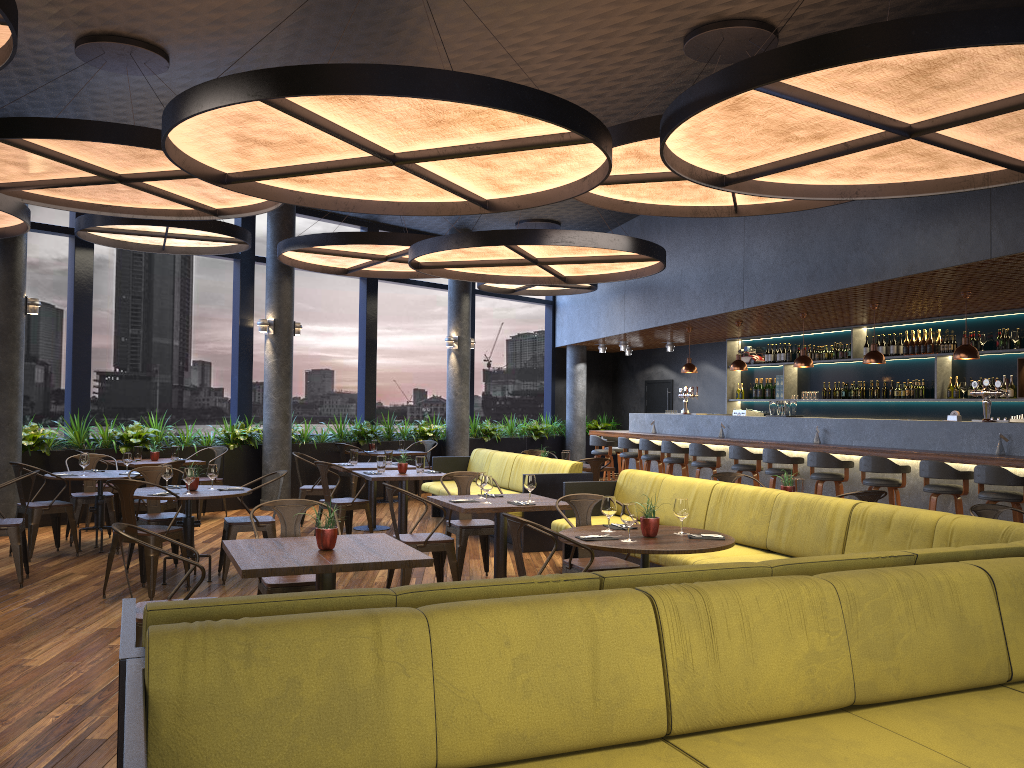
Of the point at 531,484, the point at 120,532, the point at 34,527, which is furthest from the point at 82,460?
the point at 120,532

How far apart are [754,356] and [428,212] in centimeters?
907cm

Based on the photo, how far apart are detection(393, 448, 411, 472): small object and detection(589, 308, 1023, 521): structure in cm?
434

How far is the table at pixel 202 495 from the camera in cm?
700

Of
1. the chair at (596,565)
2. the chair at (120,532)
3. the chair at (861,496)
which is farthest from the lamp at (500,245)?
the chair at (120,532)

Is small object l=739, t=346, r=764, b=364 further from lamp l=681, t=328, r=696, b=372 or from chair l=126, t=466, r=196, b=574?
chair l=126, t=466, r=196, b=574

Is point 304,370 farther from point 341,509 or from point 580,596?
point 580,596

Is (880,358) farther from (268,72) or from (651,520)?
(268,72)

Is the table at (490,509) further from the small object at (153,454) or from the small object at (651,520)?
the small object at (153,454)

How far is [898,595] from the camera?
3.2 meters
